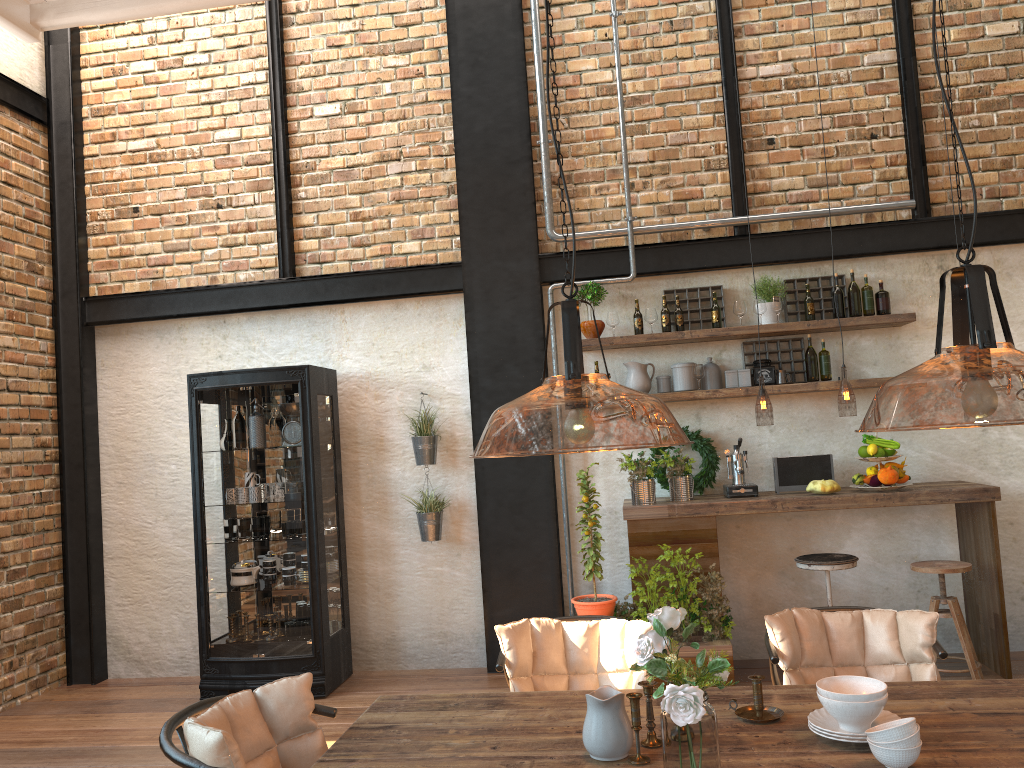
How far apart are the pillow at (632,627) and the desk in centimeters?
169cm

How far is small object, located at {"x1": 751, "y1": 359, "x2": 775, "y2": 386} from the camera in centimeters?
576cm

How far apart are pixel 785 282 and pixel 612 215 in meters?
1.2 m

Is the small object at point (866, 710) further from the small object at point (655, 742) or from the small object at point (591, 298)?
the small object at point (591, 298)

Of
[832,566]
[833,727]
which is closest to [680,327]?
[832,566]

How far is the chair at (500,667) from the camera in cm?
312

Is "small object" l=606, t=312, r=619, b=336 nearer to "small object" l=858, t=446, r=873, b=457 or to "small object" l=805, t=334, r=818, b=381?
"small object" l=805, t=334, r=818, b=381

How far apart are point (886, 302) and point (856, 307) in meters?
0.2 m

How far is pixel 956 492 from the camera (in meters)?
5.09

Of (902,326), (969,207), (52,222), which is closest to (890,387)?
(902,326)
